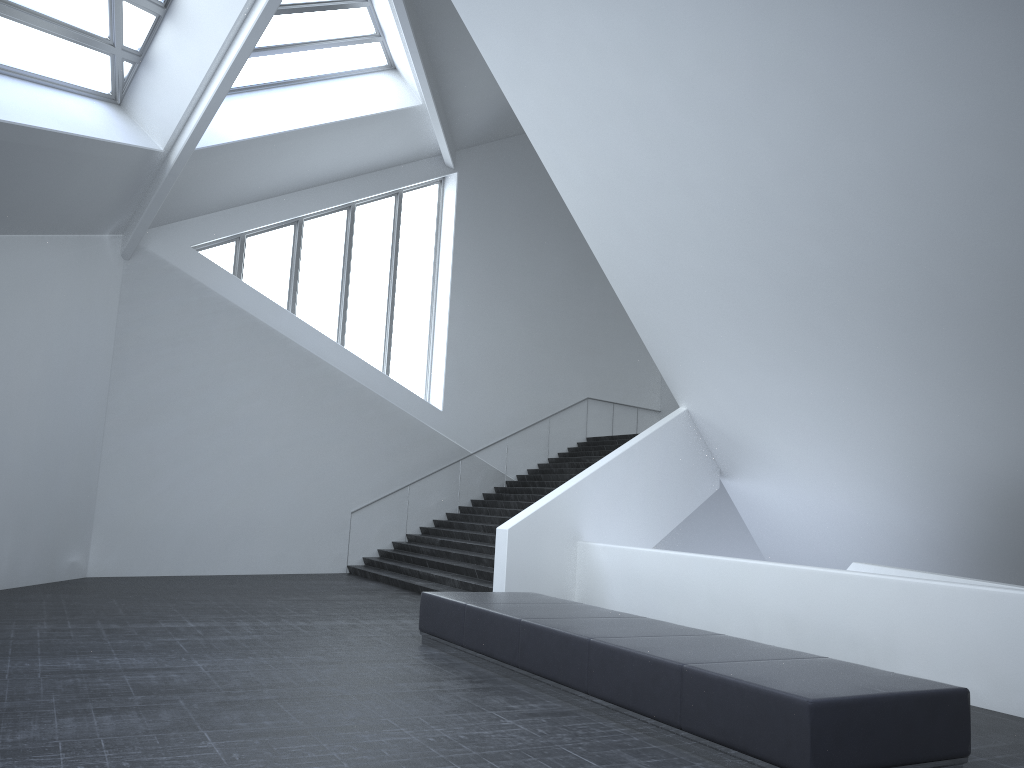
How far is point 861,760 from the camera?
5.3 meters

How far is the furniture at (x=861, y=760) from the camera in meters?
5.3

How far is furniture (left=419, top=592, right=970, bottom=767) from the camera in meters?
5.3 m
